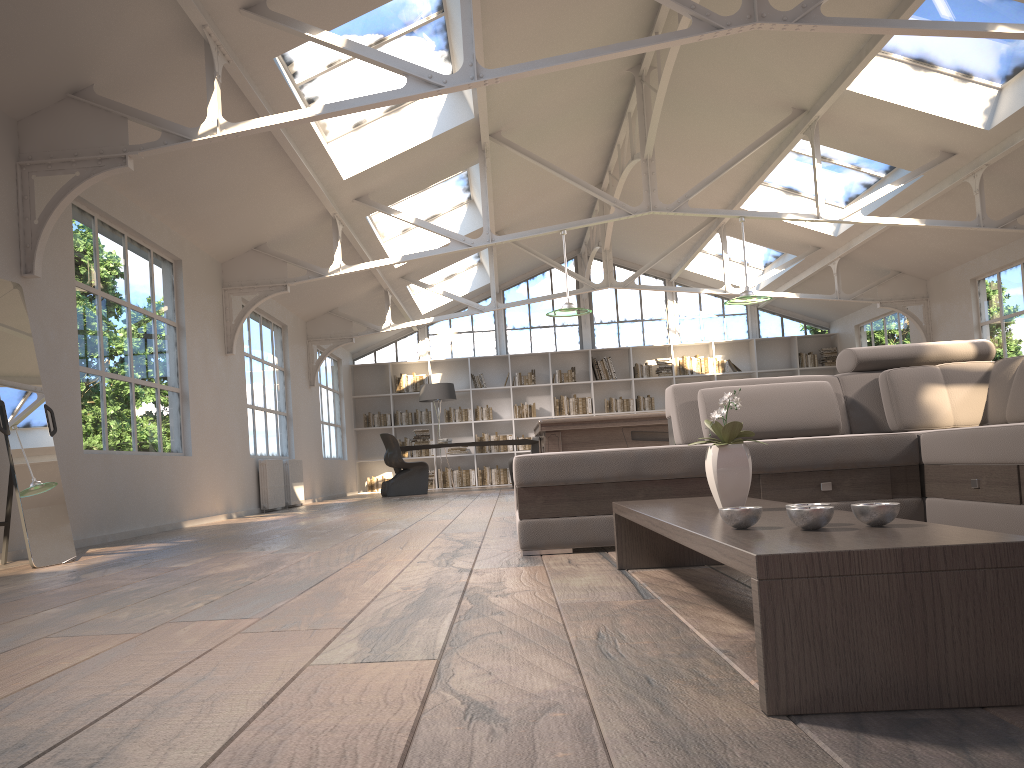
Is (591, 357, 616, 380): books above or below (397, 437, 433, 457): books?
above

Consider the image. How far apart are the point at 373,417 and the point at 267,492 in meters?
6.4 m

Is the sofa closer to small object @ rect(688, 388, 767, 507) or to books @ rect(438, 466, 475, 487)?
small object @ rect(688, 388, 767, 507)

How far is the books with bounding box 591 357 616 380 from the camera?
15.9 meters

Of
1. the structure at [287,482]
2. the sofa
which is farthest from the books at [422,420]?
the sofa

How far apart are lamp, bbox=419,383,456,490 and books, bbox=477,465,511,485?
1.95m

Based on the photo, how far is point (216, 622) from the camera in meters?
2.3 m

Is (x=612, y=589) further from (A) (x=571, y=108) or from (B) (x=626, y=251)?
(B) (x=626, y=251)

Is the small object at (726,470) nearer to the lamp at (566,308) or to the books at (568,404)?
the lamp at (566,308)

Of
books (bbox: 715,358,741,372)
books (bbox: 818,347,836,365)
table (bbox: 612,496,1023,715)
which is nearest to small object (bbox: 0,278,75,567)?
table (bbox: 612,496,1023,715)
